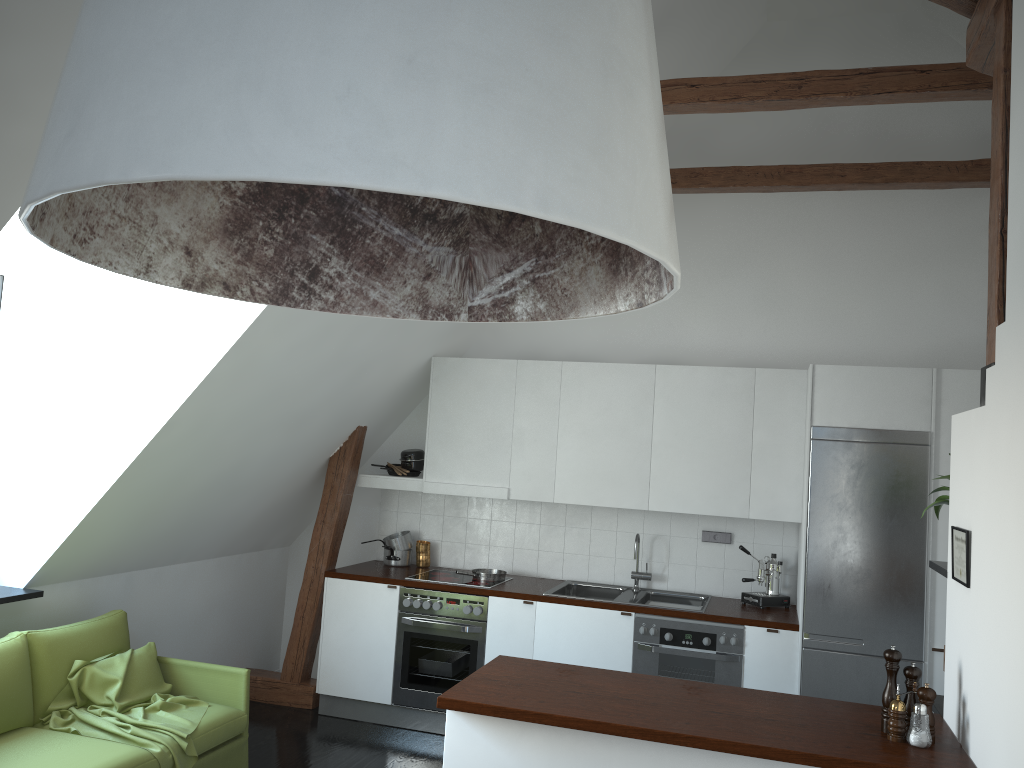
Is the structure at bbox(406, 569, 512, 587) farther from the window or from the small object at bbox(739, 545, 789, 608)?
the window

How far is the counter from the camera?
2.73m

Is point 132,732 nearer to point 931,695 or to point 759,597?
point 931,695

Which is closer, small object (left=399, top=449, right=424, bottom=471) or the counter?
the counter

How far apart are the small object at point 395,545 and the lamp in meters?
5.0 m

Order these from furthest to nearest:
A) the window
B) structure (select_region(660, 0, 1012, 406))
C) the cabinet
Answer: the cabinet < the window < structure (select_region(660, 0, 1012, 406))

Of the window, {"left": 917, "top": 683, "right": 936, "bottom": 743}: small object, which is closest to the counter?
{"left": 917, "top": 683, "right": 936, "bottom": 743}: small object

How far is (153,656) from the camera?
4.40m

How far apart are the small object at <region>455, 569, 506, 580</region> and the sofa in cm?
177

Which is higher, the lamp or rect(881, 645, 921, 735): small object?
the lamp
